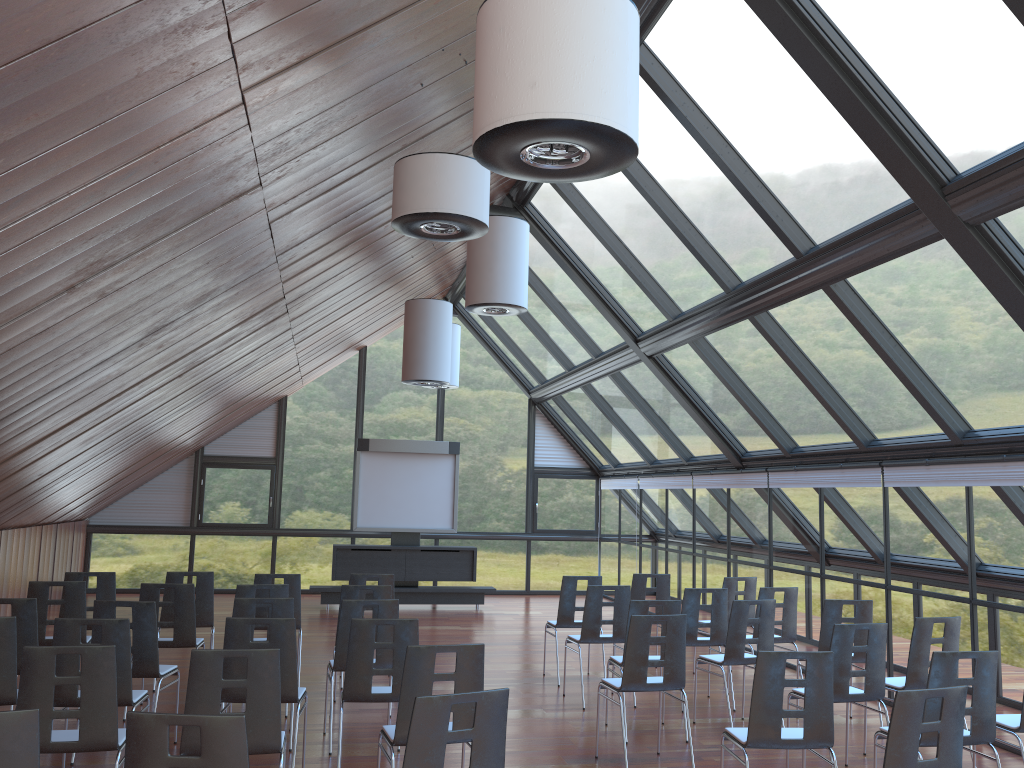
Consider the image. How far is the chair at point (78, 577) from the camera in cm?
888

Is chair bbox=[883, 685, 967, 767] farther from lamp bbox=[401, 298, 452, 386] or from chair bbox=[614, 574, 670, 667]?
lamp bbox=[401, 298, 452, 386]

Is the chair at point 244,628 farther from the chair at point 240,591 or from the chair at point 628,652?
the chair at point 628,652

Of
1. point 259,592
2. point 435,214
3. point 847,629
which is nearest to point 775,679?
point 847,629

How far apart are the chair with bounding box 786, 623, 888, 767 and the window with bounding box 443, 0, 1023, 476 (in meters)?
2.24

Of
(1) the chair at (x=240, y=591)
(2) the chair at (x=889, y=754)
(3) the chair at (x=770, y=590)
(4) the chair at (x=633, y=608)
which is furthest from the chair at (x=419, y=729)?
(3) the chair at (x=770, y=590)

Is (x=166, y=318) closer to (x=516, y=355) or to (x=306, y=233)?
(x=306, y=233)

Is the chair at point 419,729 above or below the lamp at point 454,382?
below

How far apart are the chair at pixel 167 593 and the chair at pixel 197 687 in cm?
454

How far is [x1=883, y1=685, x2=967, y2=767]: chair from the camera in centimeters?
421cm
